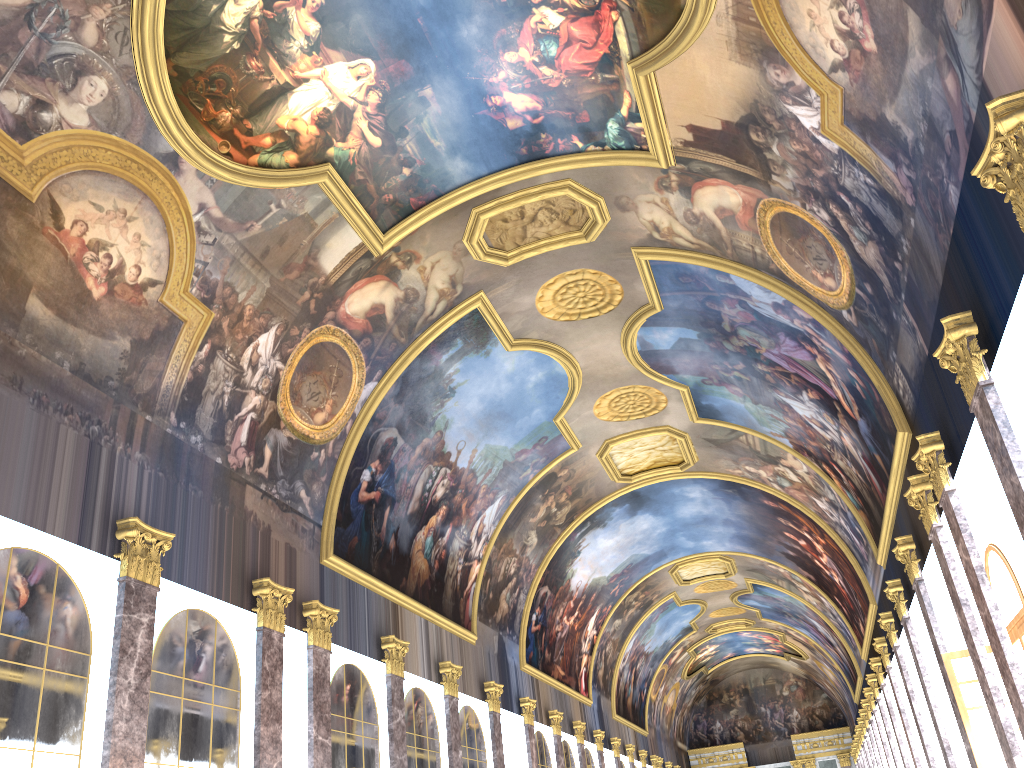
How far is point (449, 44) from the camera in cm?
1420
